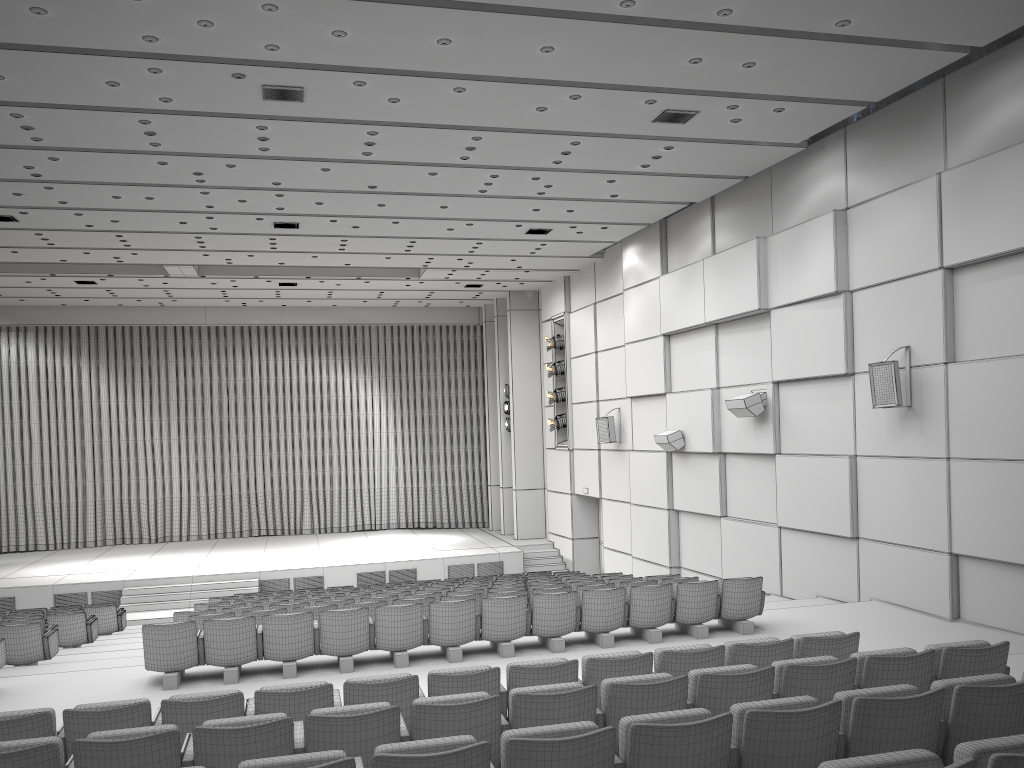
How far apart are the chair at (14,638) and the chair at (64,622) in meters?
1.8

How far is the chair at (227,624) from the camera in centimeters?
840cm

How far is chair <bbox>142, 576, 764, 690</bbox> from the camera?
8.4 meters

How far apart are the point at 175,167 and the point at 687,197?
7.89m

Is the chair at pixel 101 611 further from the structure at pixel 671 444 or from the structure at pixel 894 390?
the structure at pixel 894 390

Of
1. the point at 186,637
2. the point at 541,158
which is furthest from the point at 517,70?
the point at 186,637

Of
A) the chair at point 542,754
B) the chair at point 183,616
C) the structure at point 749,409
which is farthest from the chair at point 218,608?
the chair at point 542,754

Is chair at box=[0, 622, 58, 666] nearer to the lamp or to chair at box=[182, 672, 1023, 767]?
chair at box=[182, 672, 1023, 767]

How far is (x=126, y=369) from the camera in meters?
25.3 m

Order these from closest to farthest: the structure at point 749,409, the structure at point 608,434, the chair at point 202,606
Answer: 1. the chair at point 202,606
2. the structure at point 749,409
3. the structure at point 608,434
